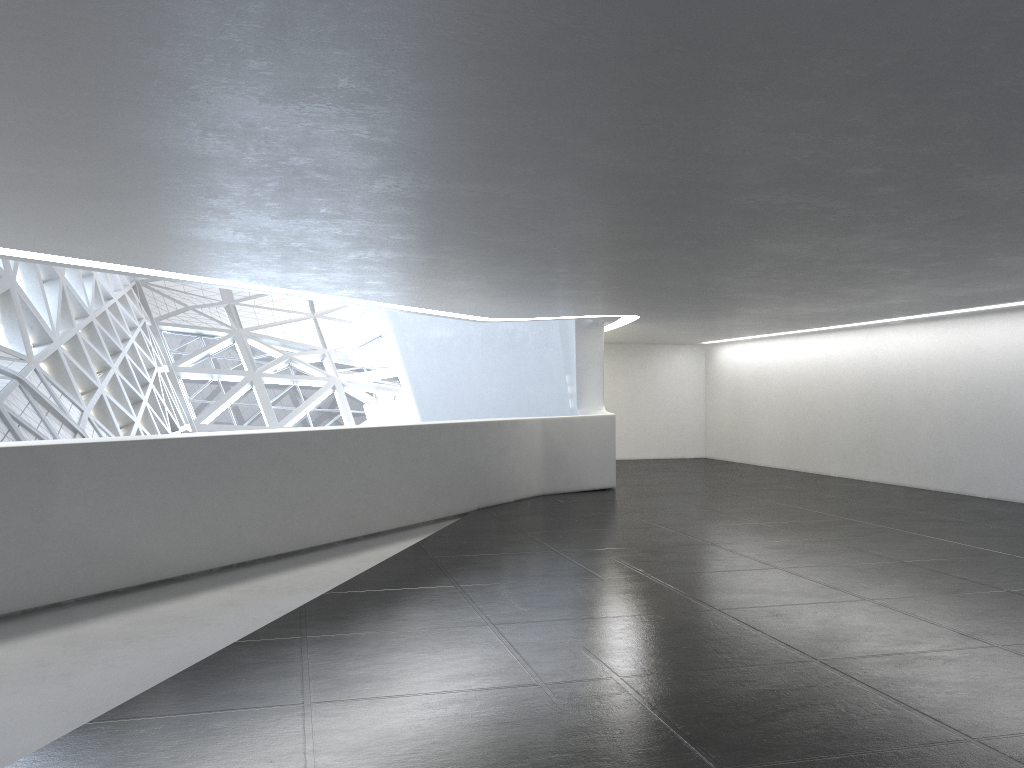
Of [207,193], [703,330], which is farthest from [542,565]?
[703,330]
